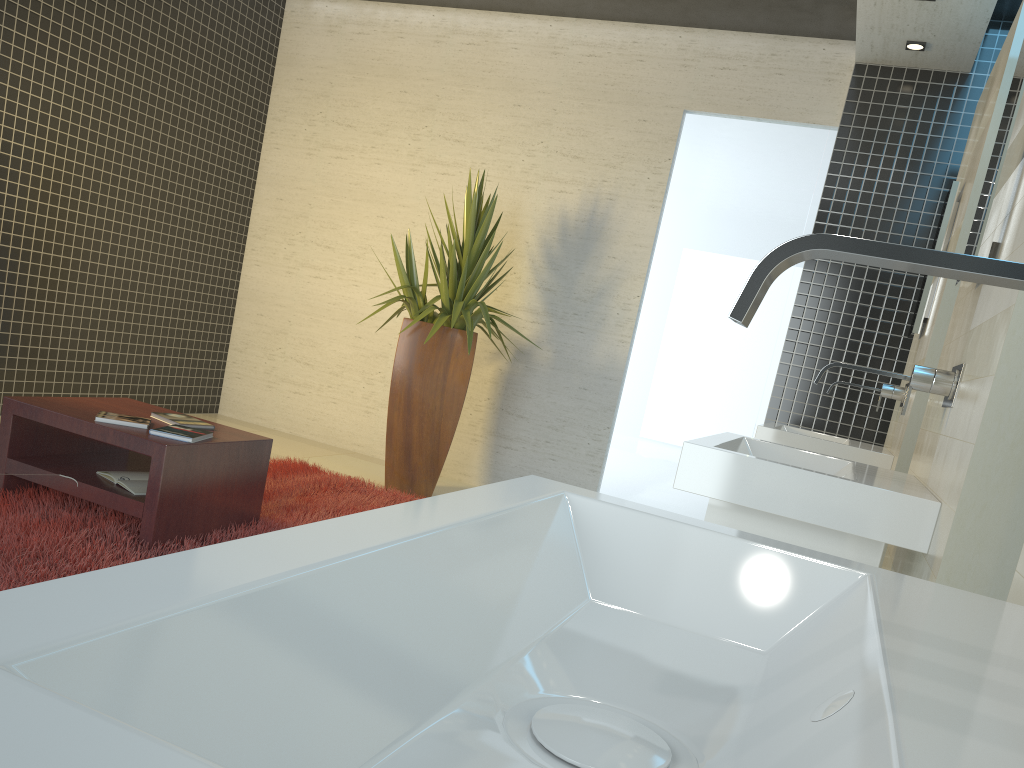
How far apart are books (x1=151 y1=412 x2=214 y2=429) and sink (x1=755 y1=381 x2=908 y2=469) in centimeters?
241cm

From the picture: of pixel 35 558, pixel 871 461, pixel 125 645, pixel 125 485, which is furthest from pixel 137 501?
pixel 125 645

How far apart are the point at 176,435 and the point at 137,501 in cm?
28

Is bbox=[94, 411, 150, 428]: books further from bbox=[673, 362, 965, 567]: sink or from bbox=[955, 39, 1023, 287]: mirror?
bbox=[955, 39, 1023, 287]: mirror

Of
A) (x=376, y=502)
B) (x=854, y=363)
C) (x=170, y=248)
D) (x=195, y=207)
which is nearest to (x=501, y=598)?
(x=376, y=502)

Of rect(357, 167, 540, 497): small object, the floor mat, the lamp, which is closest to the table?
the floor mat

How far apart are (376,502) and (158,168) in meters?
3.1 m

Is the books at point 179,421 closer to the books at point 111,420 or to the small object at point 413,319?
the books at point 111,420

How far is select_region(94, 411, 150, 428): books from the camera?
3.5 meters

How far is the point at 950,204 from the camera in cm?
392
